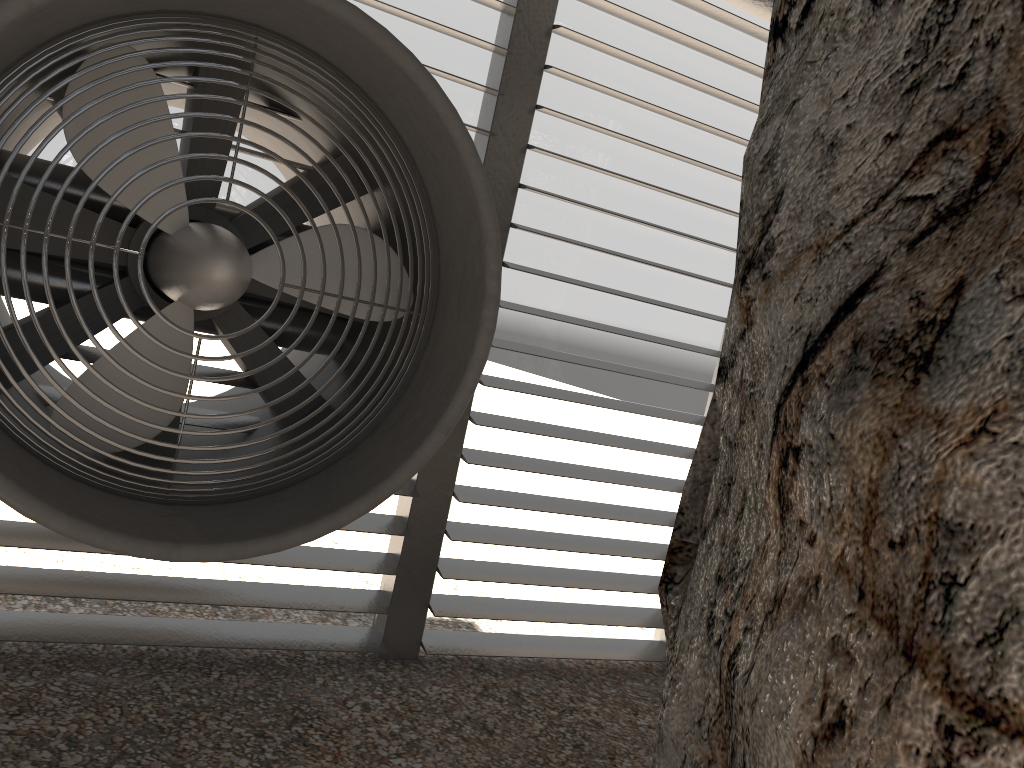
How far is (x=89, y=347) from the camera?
3.55m
